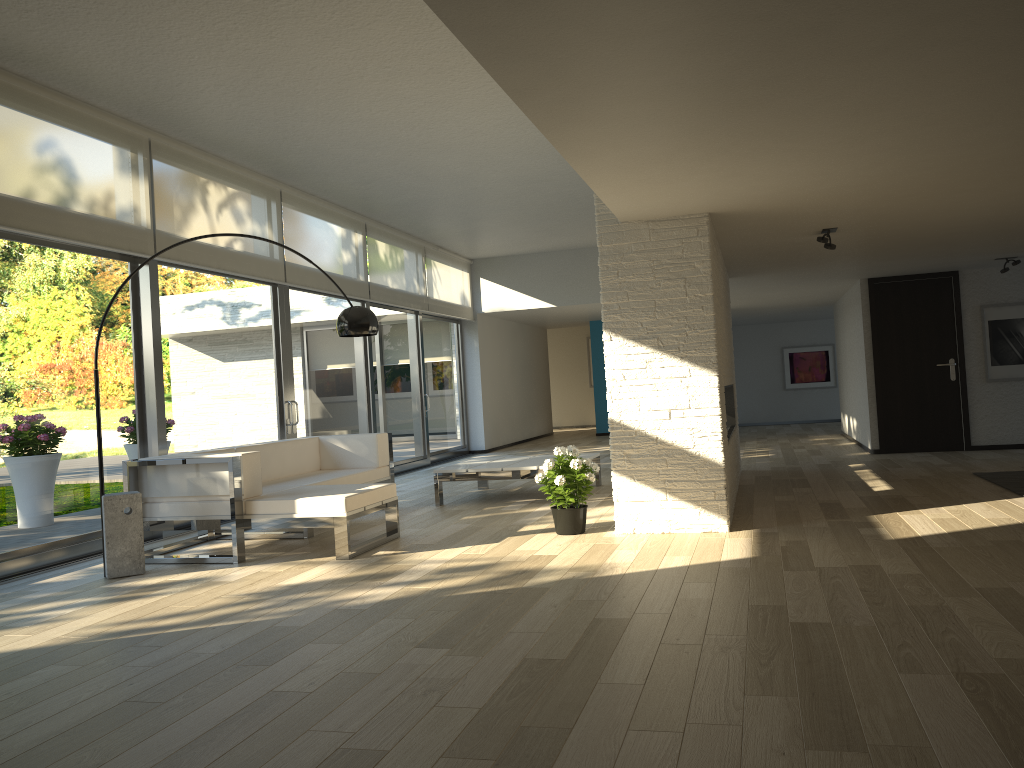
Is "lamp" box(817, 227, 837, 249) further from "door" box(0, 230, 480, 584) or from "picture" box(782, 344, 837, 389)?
"picture" box(782, 344, 837, 389)

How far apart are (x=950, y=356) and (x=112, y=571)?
8.5m

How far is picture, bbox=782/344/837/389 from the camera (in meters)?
16.77

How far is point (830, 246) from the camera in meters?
6.3 m

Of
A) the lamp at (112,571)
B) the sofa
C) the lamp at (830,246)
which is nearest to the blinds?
the sofa

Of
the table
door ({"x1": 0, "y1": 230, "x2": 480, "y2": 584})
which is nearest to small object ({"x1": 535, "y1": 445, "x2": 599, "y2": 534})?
the table

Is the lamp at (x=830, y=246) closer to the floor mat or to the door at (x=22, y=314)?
the floor mat

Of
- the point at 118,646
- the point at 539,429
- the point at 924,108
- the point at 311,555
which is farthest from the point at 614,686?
the point at 539,429

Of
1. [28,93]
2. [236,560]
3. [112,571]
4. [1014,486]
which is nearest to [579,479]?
[236,560]

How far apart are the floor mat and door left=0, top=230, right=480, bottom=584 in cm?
602
